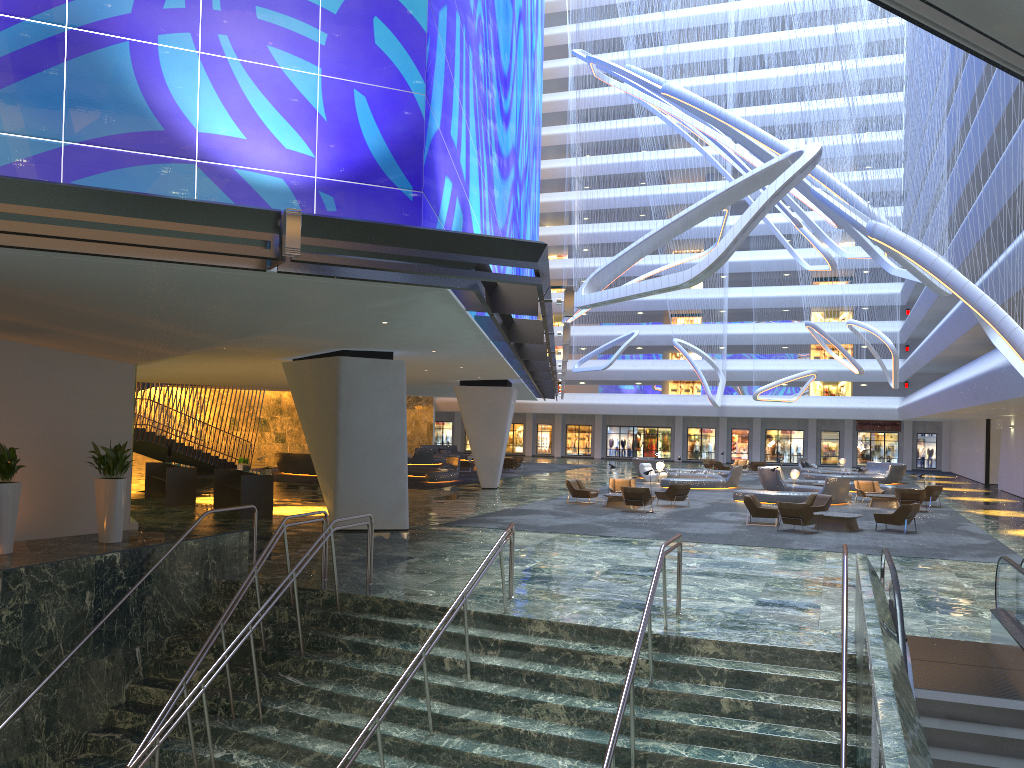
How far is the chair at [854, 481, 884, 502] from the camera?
32.4m

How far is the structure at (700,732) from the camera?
9.5 meters

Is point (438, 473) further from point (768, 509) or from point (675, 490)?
point (768, 509)

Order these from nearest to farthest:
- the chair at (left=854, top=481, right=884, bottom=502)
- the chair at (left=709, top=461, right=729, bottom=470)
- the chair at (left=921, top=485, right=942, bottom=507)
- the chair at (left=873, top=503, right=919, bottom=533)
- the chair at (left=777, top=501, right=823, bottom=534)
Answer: the chair at (left=777, top=501, right=823, bottom=534)
the chair at (left=873, top=503, right=919, bottom=533)
the chair at (left=921, top=485, right=942, bottom=507)
the chair at (left=854, top=481, right=884, bottom=502)
the chair at (left=709, top=461, right=729, bottom=470)

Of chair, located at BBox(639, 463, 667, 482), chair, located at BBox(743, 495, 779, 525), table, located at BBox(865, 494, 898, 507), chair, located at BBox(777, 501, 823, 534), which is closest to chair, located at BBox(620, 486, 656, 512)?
chair, located at BBox(743, 495, 779, 525)

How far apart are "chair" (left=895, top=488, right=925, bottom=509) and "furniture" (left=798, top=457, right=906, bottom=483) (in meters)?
15.04

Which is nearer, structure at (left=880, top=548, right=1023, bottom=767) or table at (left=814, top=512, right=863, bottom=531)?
structure at (left=880, top=548, right=1023, bottom=767)

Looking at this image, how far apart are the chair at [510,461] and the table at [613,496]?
18.7m

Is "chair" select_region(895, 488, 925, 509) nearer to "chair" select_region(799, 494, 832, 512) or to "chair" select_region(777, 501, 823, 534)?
"chair" select_region(799, 494, 832, 512)

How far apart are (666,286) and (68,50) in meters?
7.6
